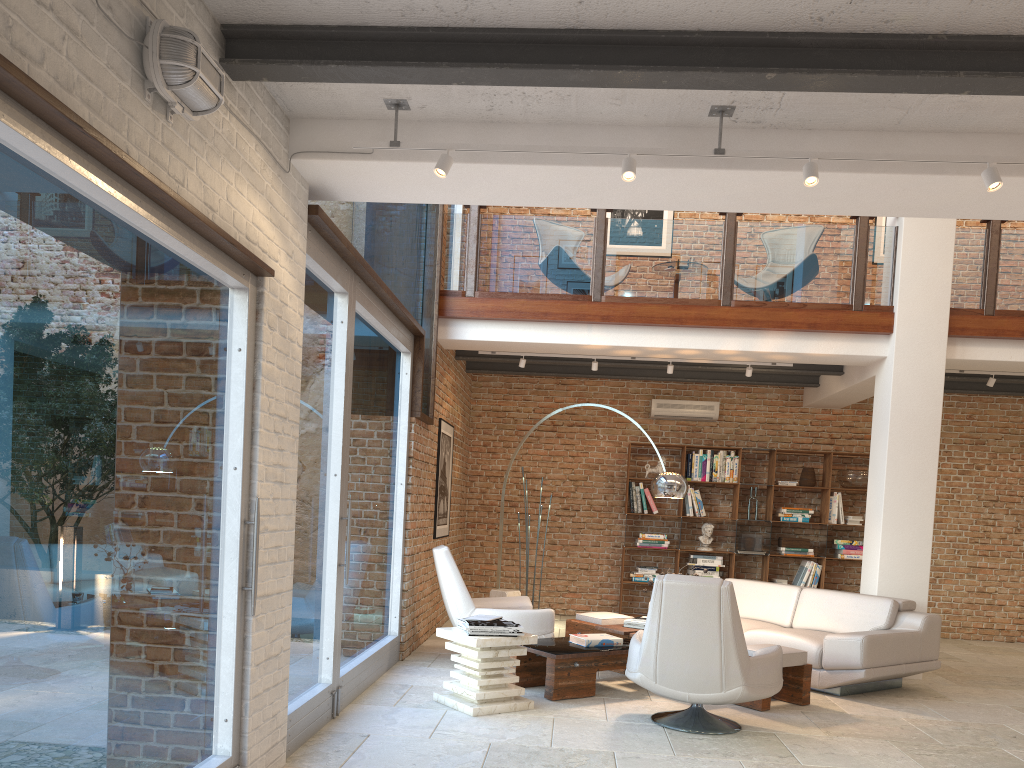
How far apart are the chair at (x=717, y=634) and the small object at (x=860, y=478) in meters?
5.3 m

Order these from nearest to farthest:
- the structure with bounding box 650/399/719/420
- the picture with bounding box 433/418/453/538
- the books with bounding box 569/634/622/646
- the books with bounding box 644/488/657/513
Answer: the books with bounding box 569/634/622/646
the picture with bounding box 433/418/453/538
the books with bounding box 644/488/657/513
the structure with bounding box 650/399/719/420

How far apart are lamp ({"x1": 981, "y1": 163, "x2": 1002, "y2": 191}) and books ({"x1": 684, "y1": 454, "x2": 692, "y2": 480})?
7.00m

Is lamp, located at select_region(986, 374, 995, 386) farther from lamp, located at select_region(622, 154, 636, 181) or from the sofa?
lamp, located at select_region(622, 154, 636, 181)

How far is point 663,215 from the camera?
11.2m

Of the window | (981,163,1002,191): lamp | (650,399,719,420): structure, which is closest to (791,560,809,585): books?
(650,399,719,420): structure

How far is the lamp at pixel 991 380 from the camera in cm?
849

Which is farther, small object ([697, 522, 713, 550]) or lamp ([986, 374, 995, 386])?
small object ([697, 522, 713, 550])

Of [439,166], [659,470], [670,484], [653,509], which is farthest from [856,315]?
[439,166]

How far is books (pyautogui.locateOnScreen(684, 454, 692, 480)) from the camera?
10.5 meters
